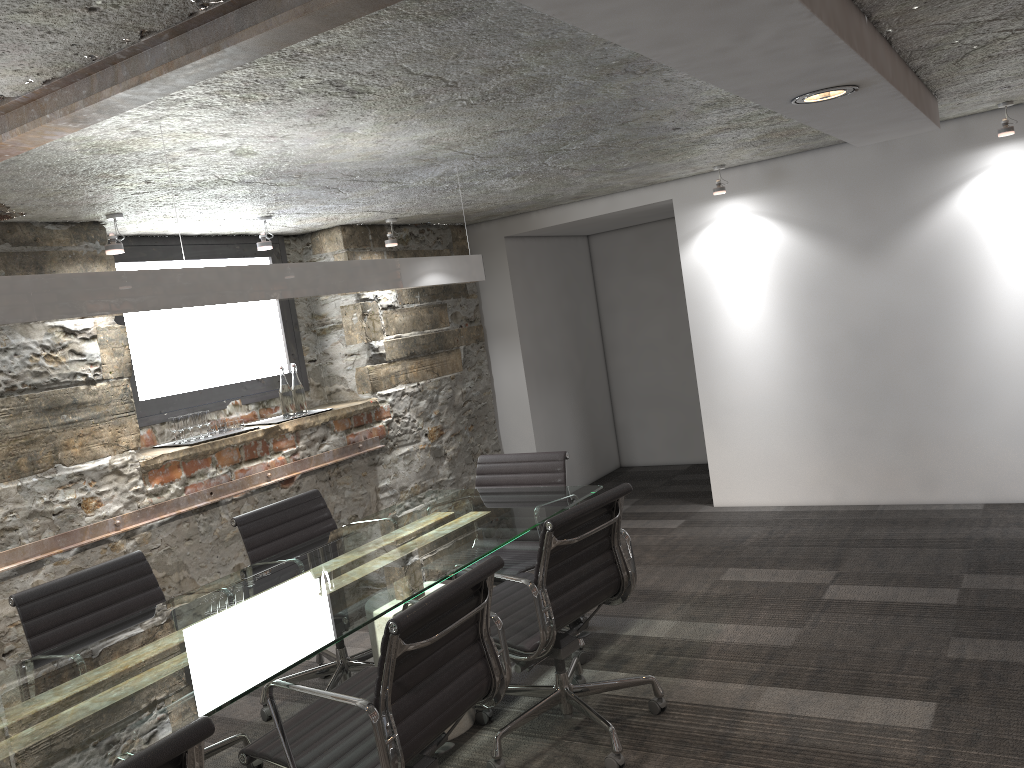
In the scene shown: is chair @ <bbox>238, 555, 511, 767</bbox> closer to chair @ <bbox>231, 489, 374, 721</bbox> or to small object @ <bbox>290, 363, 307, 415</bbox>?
chair @ <bbox>231, 489, 374, 721</bbox>

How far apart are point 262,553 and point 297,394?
1.60m

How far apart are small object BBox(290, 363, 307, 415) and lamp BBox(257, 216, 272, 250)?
0.75m

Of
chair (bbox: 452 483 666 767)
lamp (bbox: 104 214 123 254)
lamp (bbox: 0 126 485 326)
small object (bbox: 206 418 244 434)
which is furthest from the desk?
lamp (bbox: 104 214 123 254)

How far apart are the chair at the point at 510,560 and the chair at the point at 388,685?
0.9m

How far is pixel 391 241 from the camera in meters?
5.4 m

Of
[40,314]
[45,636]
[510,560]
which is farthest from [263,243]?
[40,314]

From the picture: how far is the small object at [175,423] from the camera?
4.3 meters

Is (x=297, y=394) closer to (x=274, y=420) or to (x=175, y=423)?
(x=274, y=420)

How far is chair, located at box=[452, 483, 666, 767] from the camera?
2.76m
